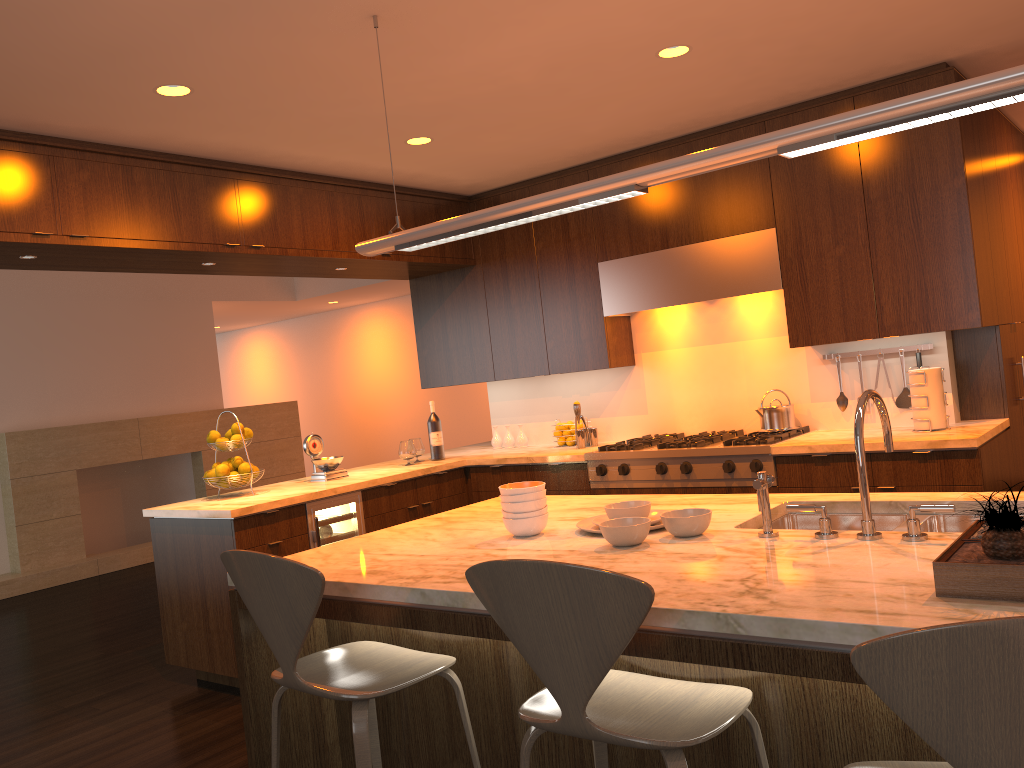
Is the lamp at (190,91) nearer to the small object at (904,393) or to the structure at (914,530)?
the structure at (914,530)

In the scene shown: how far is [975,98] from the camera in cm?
180

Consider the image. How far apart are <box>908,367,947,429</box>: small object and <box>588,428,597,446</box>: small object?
1.8 meters

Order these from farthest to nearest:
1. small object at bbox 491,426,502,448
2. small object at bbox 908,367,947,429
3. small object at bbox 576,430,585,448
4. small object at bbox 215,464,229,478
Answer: small object at bbox 491,426,502,448 → small object at bbox 576,430,585,448 → small object at bbox 215,464,229,478 → small object at bbox 908,367,947,429

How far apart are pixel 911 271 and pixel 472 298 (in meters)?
2.69

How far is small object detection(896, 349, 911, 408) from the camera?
4.5 meters

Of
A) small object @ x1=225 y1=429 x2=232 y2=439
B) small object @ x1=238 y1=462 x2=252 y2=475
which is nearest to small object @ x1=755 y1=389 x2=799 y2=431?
small object @ x1=238 y1=462 x2=252 y2=475

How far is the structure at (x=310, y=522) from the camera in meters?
4.5

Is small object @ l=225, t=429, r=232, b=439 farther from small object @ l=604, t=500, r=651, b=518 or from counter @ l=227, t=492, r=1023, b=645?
small object @ l=604, t=500, r=651, b=518

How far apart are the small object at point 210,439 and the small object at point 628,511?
2.8 meters
